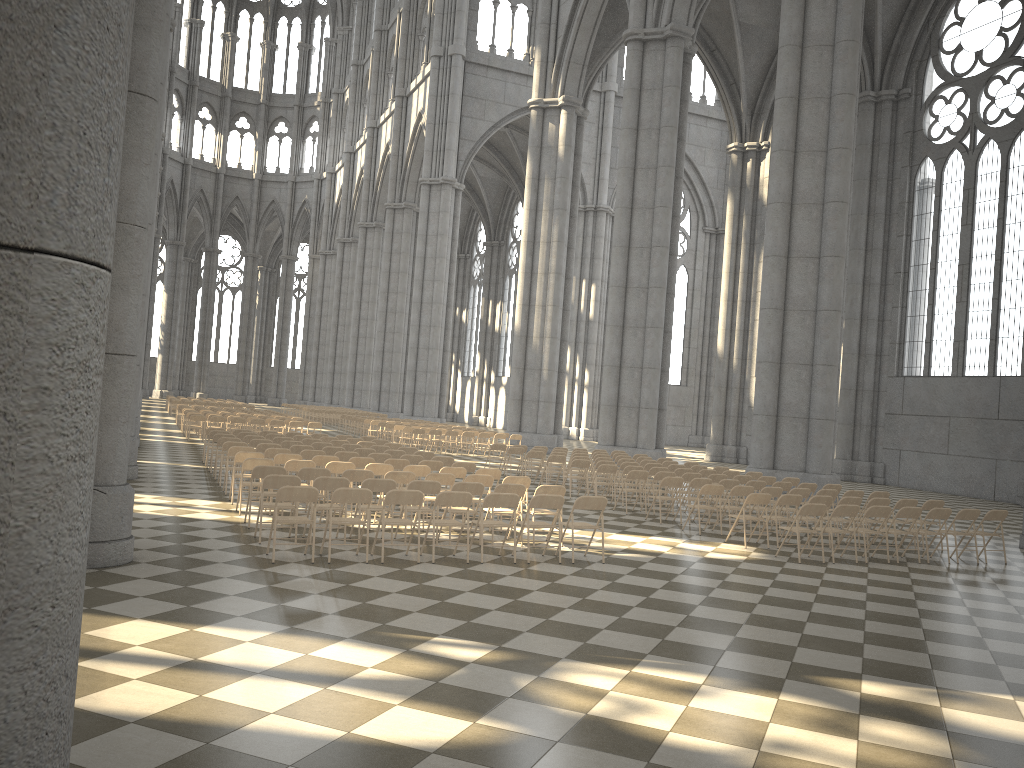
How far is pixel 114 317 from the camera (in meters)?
8.56

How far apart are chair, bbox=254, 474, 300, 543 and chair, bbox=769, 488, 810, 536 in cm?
847

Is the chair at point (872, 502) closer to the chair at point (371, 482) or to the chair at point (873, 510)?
the chair at point (873, 510)

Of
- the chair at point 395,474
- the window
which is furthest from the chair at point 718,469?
the window

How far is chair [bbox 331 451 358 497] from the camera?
15.3m

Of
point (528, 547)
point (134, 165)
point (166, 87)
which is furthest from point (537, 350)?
point (134, 165)

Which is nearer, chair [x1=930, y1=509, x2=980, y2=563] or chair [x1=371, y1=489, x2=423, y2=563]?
chair [x1=371, y1=489, x2=423, y2=563]

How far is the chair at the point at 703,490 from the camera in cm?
1410

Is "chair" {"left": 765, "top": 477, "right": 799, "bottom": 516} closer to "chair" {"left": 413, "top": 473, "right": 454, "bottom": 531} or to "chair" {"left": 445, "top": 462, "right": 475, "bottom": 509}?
"chair" {"left": 445, "top": 462, "right": 475, "bottom": 509}

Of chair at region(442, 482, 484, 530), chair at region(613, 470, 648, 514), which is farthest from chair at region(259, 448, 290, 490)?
chair at region(613, 470, 648, 514)
